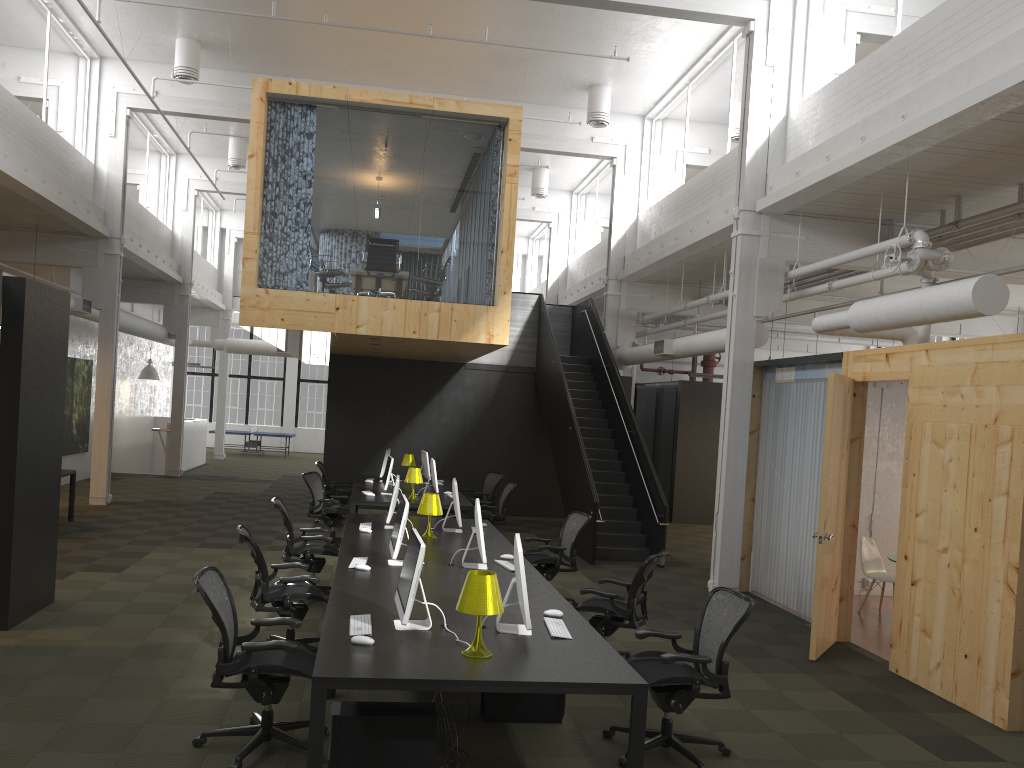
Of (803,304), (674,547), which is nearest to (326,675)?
(674,547)

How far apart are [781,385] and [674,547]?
4.7 meters

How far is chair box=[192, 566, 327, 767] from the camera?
A: 4.7 meters

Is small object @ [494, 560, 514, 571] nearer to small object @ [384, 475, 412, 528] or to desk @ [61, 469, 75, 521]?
small object @ [384, 475, 412, 528]

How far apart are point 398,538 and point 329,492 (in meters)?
7.61

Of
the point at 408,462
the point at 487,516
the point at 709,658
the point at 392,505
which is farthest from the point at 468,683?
the point at 408,462

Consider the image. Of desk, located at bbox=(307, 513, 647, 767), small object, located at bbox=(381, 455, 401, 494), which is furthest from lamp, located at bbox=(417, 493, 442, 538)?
small object, located at bbox=(381, 455, 401, 494)

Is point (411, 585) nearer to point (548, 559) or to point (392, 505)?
point (392, 505)

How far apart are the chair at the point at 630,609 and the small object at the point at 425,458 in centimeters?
711cm

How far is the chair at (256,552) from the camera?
6.5m
